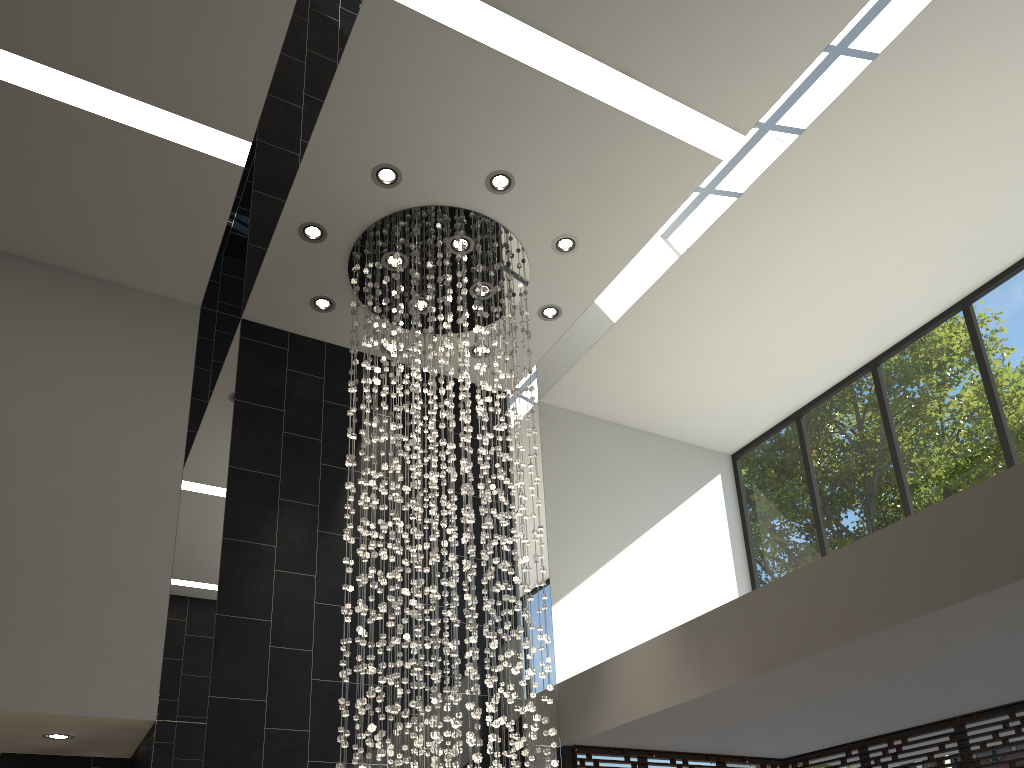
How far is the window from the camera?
6.2 meters

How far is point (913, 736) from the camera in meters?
6.2

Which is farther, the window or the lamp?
the window

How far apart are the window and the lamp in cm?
121

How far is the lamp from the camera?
5.1 meters

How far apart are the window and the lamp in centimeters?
121cm

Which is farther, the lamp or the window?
the window

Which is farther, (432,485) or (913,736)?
(913,736)

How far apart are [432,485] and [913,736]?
4.0m

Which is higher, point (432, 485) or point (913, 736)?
point (432, 485)
